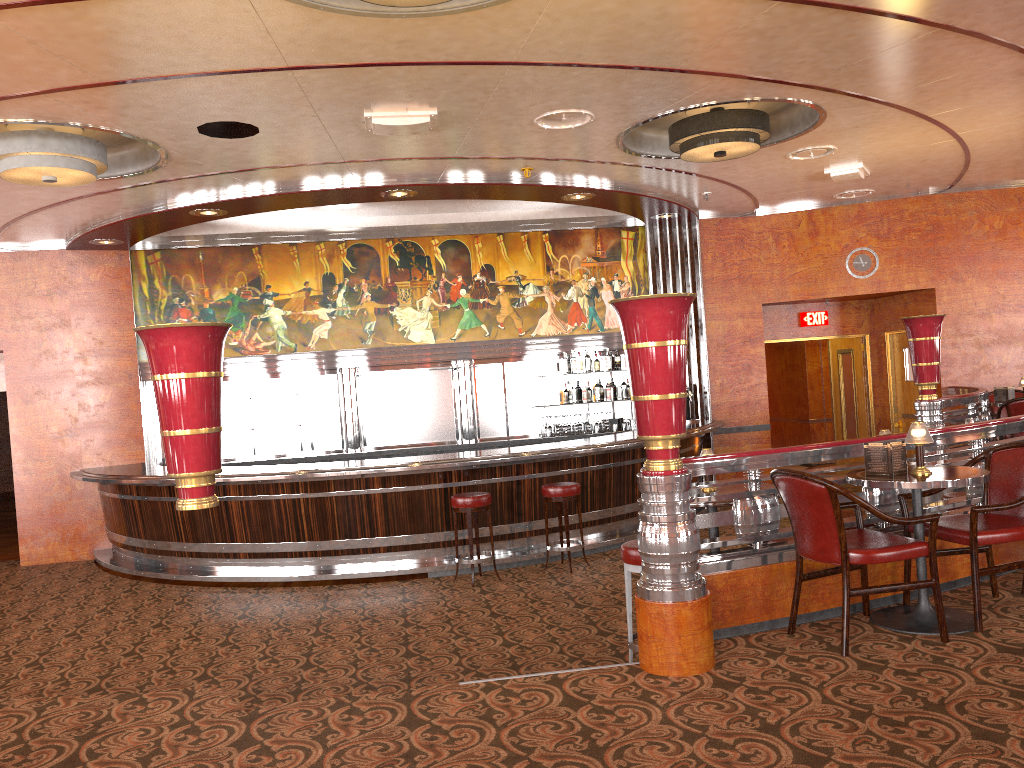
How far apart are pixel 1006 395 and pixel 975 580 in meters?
6.0

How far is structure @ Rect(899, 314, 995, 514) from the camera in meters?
7.9 m

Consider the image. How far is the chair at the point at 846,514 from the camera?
5.4 meters

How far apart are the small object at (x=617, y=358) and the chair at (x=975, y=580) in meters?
6.6

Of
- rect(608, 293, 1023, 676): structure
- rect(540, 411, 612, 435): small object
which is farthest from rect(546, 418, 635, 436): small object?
rect(608, 293, 1023, 676): structure

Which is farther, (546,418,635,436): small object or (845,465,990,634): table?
(546,418,635,436): small object

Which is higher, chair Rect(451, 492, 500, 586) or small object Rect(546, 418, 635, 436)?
small object Rect(546, 418, 635, 436)

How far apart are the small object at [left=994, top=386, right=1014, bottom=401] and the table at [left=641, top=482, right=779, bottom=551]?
5.50m

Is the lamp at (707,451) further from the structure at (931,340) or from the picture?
the picture

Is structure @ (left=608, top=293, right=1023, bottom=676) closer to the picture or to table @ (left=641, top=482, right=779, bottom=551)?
table @ (left=641, top=482, right=779, bottom=551)
